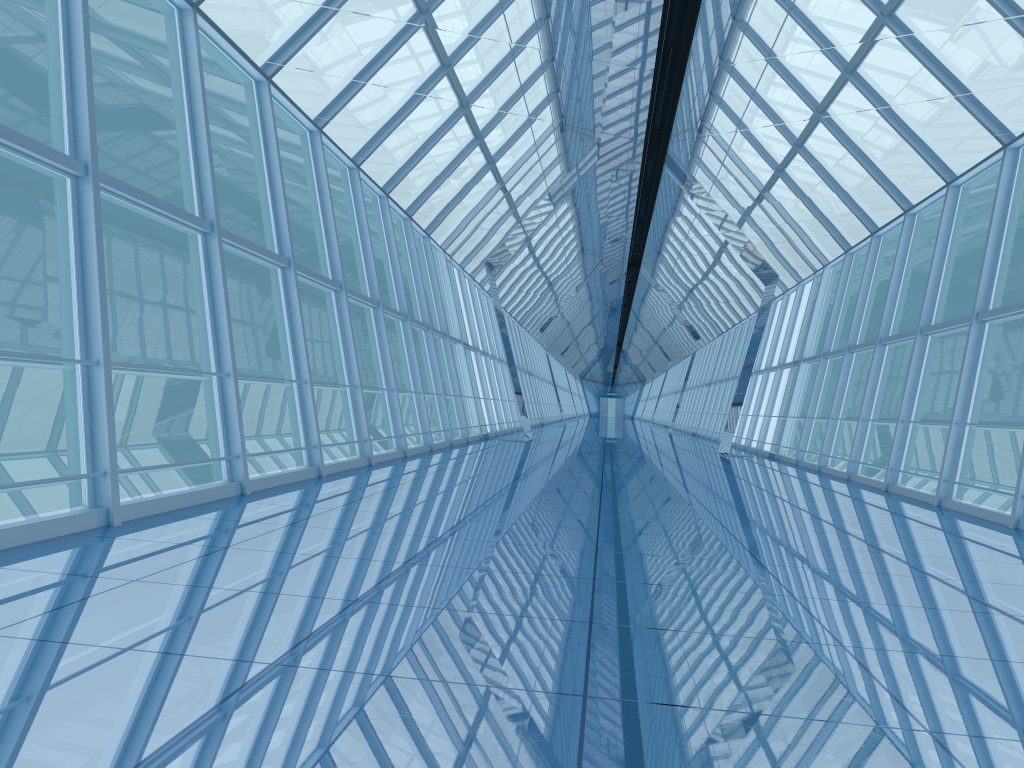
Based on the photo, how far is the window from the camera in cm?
758

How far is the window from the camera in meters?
7.6 m

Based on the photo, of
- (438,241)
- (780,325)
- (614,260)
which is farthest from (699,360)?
(614,260)

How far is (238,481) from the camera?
7.58m
